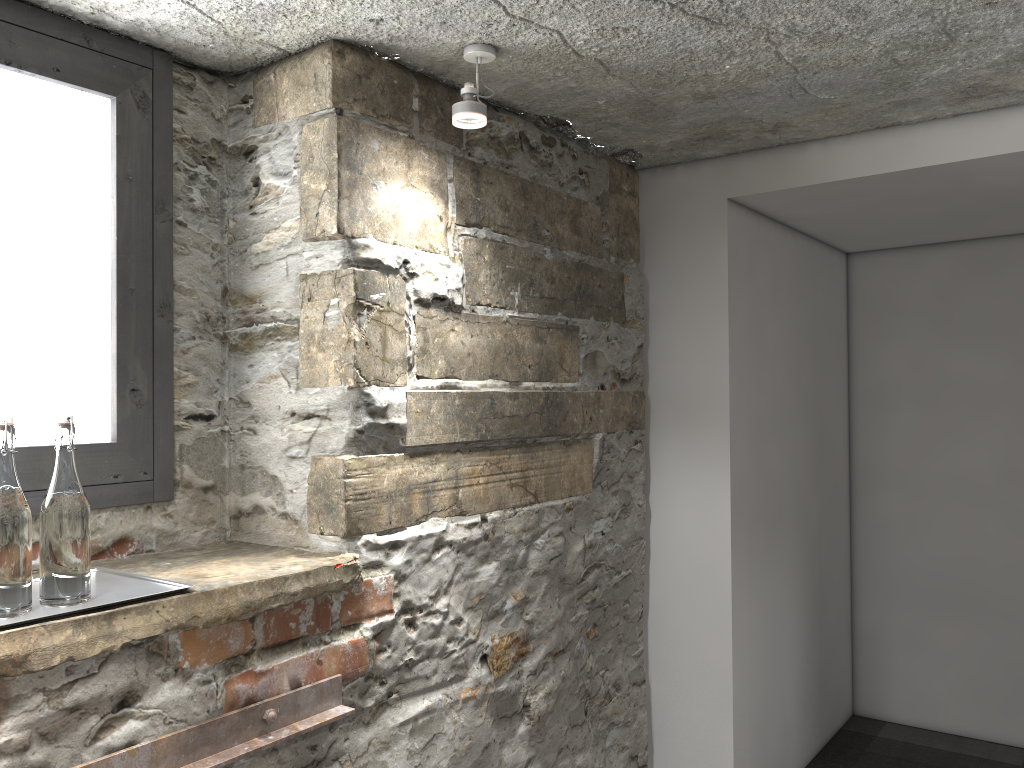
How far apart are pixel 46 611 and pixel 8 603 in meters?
0.1

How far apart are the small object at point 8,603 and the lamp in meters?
1.0

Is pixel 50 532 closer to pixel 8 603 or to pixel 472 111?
pixel 8 603

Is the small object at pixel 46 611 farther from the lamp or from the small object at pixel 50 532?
the lamp

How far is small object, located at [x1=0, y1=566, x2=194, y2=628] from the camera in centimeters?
136cm

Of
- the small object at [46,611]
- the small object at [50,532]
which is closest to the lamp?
the small object at [50,532]

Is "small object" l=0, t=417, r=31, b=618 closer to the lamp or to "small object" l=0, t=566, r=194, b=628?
"small object" l=0, t=566, r=194, b=628

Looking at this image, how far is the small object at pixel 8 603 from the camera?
1.3 meters

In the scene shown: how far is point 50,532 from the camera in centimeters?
139cm

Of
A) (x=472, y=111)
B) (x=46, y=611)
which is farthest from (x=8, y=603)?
(x=472, y=111)
